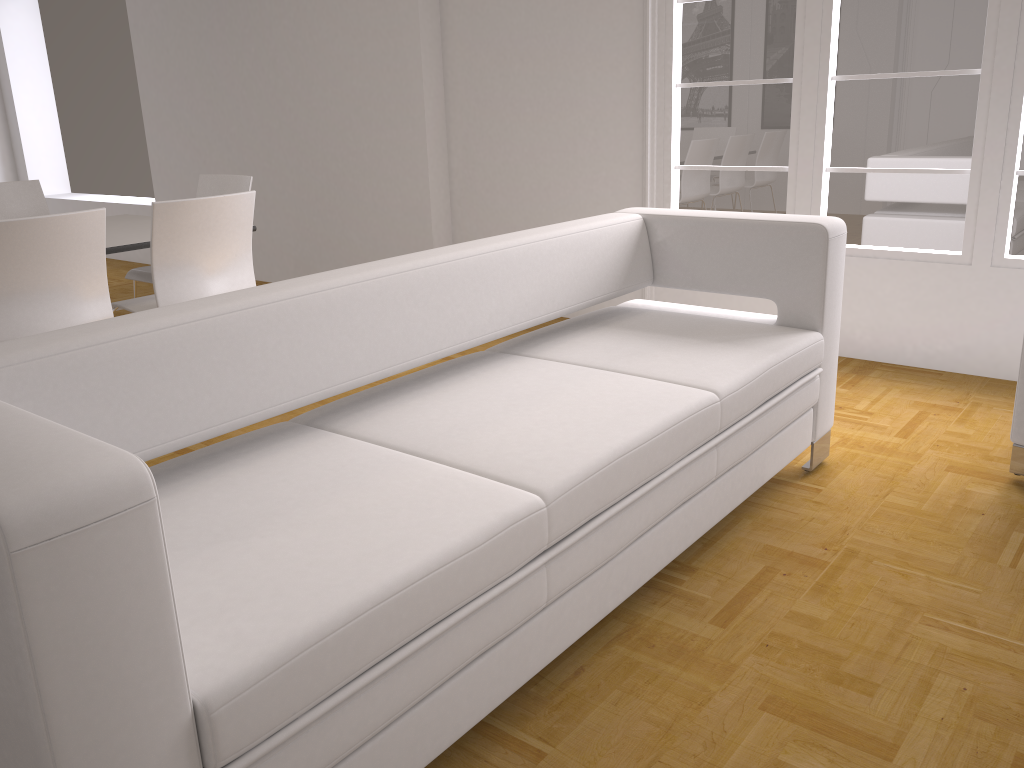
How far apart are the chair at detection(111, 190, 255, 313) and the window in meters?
2.1

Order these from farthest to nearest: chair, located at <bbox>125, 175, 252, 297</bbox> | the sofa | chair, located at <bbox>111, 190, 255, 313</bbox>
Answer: chair, located at <bbox>125, 175, 252, 297</bbox>, chair, located at <bbox>111, 190, 255, 313</bbox>, the sofa

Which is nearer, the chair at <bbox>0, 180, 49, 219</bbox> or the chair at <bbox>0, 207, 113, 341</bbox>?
the chair at <bbox>0, 207, 113, 341</bbox>

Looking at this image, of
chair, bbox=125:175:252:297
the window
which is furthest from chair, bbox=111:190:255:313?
the window

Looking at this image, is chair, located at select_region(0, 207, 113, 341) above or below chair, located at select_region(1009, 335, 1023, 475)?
above

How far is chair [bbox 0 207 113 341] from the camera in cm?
306

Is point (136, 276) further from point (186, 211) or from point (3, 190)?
point (186, 211)

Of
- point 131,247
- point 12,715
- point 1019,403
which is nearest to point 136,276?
point 131,247

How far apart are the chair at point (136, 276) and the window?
2.1m

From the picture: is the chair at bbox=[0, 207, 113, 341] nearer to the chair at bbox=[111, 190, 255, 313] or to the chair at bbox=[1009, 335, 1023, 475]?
the chair at bbox=[111, 190, 255, 313]
